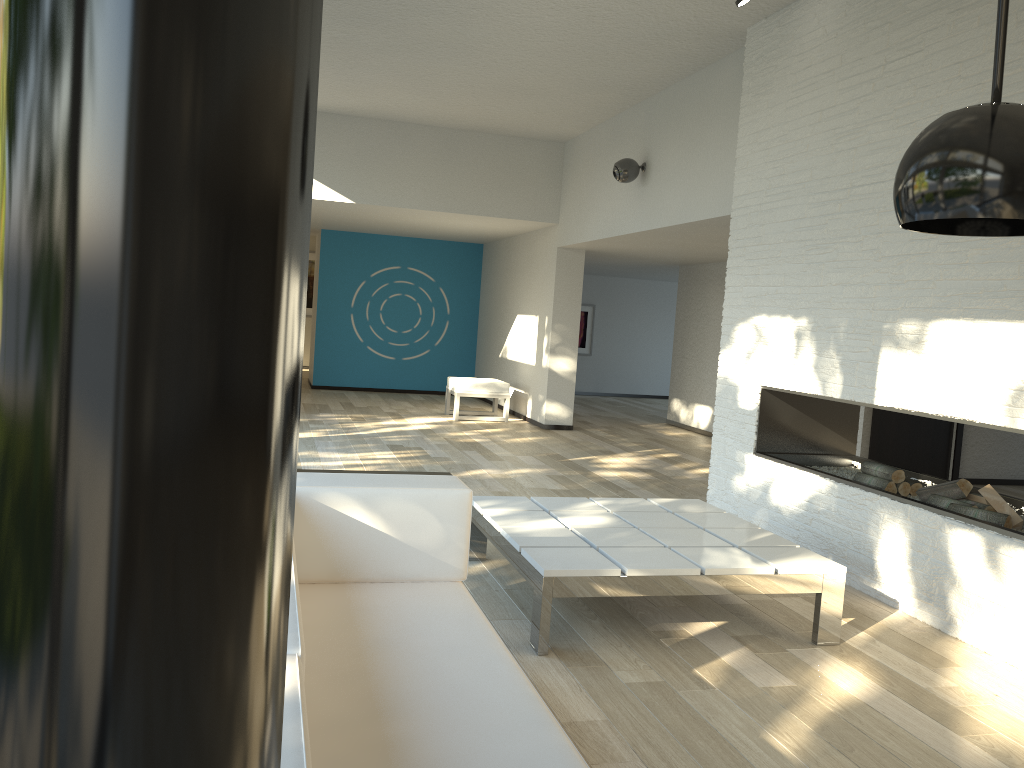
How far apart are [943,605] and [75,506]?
4.15m

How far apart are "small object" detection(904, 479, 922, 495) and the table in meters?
1.0

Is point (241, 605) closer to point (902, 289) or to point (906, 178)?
point (906, 178)

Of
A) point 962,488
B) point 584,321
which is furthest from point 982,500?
point 584,321

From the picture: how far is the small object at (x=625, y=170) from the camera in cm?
714

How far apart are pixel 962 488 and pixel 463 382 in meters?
6.4

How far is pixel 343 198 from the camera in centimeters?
877cm

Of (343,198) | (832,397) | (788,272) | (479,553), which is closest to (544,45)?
(788,272)

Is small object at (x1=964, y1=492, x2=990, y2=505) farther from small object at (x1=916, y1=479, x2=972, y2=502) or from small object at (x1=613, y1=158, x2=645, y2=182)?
small object at (x1=613, y1=158, x2=645, y2=182)

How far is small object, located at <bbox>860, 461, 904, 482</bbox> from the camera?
4.4 meters
